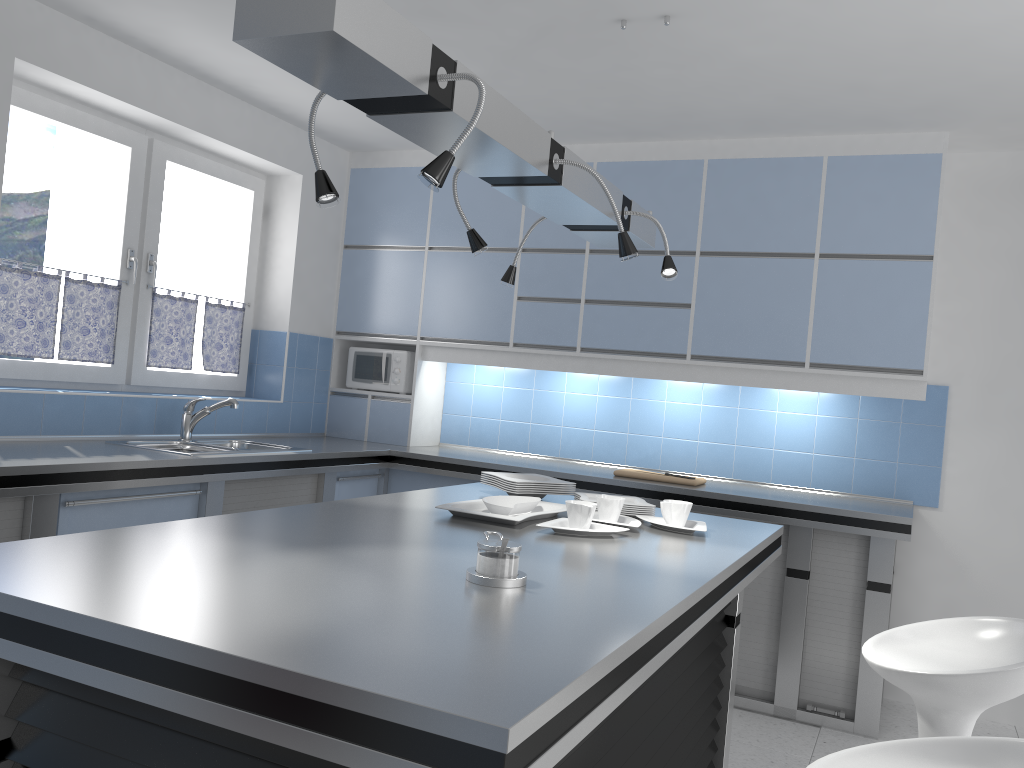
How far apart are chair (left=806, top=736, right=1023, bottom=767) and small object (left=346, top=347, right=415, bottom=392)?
3.96m

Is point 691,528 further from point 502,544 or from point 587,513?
point 502,544

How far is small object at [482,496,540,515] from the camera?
2.60m

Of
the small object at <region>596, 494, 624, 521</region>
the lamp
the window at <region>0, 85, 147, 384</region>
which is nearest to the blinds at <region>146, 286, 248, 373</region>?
the window at <region>0, 85, 147, 384</region>

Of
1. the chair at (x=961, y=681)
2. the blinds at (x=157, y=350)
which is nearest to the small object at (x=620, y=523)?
the chair at (x=961, y=681)

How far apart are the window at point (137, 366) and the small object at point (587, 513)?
2.8m

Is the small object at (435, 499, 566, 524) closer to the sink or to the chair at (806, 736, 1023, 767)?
the chair at (806, 736, 1023, 767)

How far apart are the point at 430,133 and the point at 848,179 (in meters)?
2.94

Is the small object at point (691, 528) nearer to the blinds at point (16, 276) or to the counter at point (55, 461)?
the counter at point (55, 461)

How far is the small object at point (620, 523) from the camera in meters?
2.6 m
